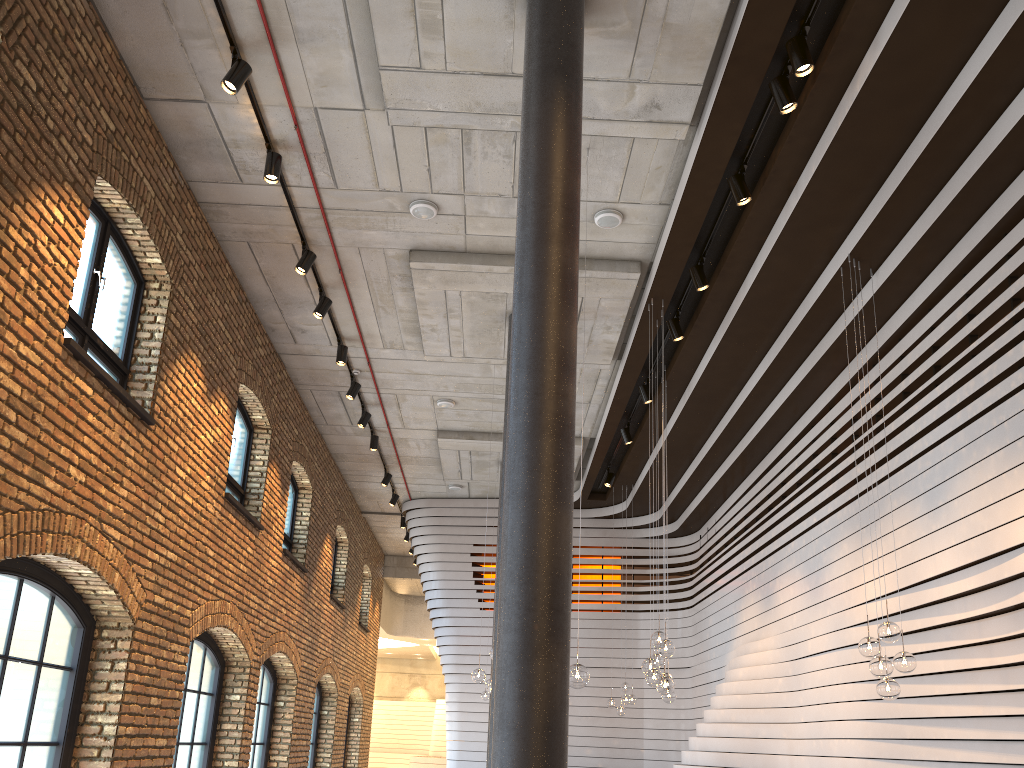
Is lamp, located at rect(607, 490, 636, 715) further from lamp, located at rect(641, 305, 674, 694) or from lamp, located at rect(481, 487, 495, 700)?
lamp, located at rect(641, 305, 674, 694)

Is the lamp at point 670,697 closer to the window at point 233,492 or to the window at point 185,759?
the window at point 185,759

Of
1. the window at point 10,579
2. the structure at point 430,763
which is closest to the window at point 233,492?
the window at point 10,579

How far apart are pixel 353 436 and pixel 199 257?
6.28m

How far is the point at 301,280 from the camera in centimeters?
976cm

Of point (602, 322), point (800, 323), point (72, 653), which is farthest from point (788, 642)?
point (72, 653)

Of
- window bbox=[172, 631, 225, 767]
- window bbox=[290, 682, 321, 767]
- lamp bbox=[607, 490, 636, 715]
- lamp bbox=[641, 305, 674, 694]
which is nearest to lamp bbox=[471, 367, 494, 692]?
lamp bbox=[641, 305, 674, 694]

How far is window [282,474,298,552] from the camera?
13.50m

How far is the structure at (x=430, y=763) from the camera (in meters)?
27.57

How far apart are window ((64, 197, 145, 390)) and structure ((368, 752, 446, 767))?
23.1m
